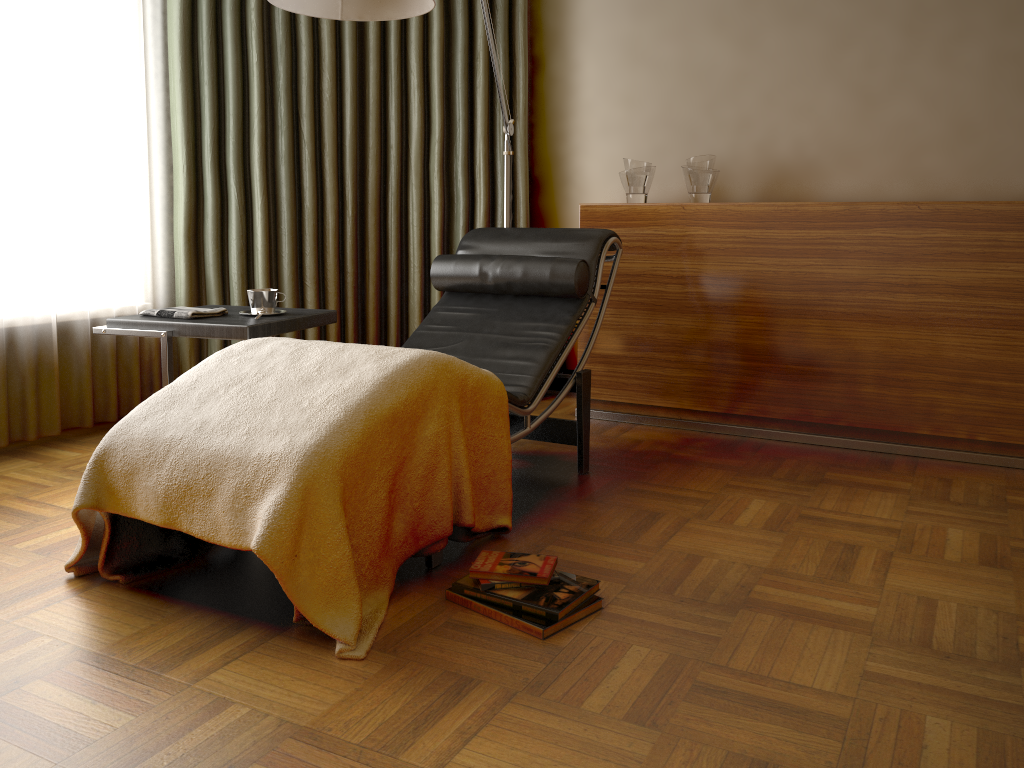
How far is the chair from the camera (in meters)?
2.73

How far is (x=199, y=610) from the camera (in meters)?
1.91

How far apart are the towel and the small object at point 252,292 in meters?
0.1 m

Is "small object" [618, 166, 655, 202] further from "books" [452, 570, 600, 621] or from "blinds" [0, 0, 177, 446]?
"books" [452, 570, 600, 621]

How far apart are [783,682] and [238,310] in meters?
2.1

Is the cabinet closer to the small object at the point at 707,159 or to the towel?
the small object at the point at 707,159

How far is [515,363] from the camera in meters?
2.7 m

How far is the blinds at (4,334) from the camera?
3.04m

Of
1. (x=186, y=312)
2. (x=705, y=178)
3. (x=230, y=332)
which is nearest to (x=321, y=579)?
(x=230, y=332)

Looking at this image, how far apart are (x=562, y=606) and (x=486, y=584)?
0.18m
